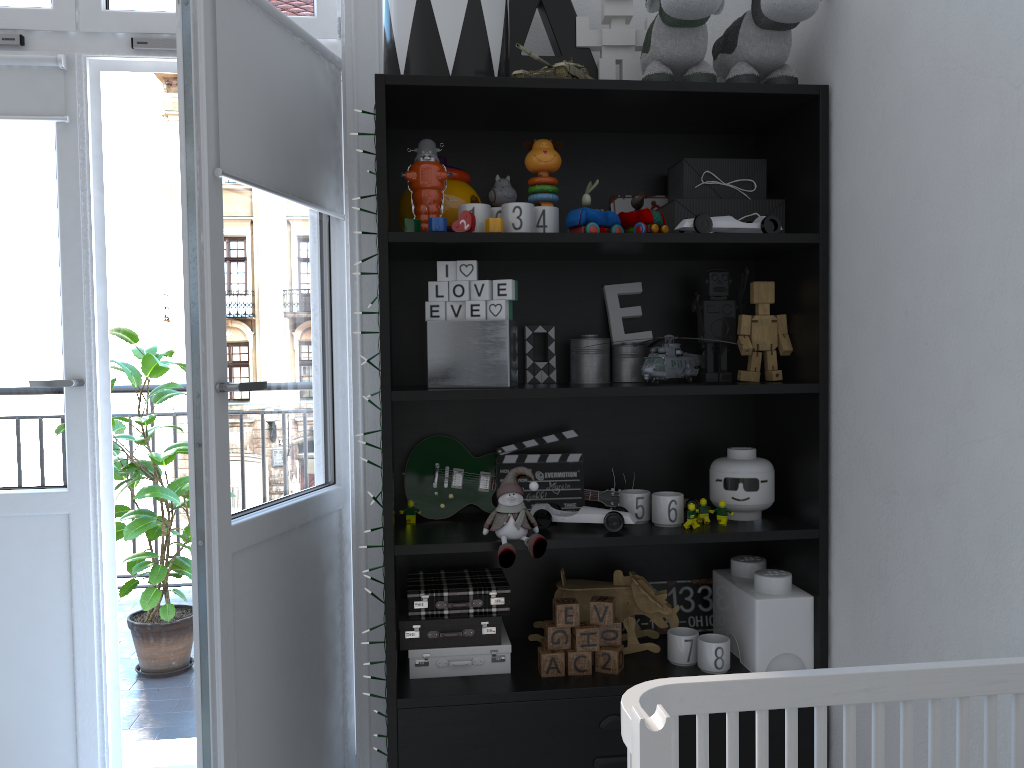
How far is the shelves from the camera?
1.7 meters

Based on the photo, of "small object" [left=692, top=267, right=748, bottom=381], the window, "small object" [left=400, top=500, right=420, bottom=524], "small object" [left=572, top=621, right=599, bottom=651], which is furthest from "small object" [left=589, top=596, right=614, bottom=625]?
the window

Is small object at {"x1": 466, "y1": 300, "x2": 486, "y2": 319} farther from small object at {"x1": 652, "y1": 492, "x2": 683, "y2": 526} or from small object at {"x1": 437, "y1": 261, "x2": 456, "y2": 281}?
small object at {"x1": 652, "y1": 492, "x2": 683, "y2": 526}

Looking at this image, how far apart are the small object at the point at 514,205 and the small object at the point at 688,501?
0.7 meters

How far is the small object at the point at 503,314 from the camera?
1.77m

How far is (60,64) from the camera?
2.1m

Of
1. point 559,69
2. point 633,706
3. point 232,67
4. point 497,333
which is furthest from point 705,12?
point 633,706

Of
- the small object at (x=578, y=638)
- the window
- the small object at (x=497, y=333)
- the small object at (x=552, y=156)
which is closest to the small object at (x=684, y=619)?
the small object at (x=578, y=638)

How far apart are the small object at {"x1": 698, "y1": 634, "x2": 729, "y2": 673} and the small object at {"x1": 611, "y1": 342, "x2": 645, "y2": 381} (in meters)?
0.58

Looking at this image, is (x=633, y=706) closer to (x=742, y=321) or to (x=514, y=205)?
(x=514, y=205)
